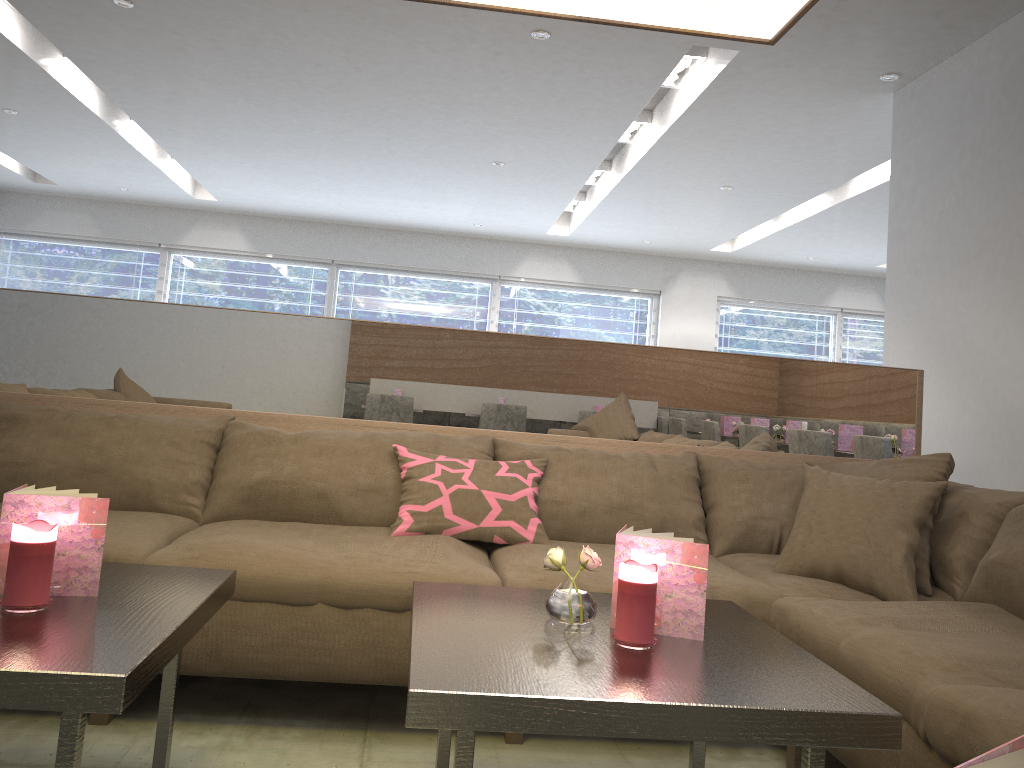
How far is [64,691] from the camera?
1.1 meters

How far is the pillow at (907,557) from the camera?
2.18m

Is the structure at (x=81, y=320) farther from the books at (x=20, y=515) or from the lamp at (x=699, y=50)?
the lamp at (x=699, y=50)

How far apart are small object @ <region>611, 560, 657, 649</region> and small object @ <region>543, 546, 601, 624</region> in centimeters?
9cm

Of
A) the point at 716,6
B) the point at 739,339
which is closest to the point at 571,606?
the point at 716,6

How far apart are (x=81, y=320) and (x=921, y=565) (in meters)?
2.55

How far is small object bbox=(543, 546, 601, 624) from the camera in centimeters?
154cm

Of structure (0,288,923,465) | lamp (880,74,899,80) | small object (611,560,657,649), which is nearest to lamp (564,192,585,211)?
lamp (880,74,899,80)

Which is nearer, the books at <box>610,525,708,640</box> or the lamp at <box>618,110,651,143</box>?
the books at <box>610,525,708,640</box>

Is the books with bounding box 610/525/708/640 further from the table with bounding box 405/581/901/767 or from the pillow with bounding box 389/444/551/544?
the pillow with bounding box 389/444/551/544
